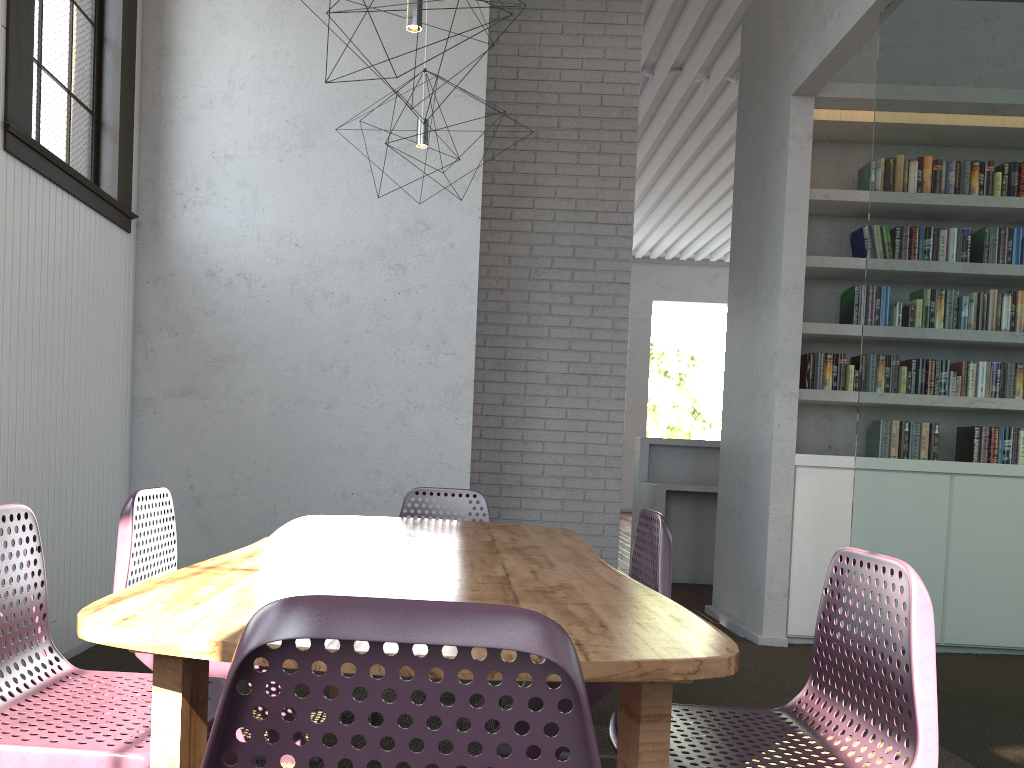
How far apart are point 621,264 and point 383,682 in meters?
6.1
